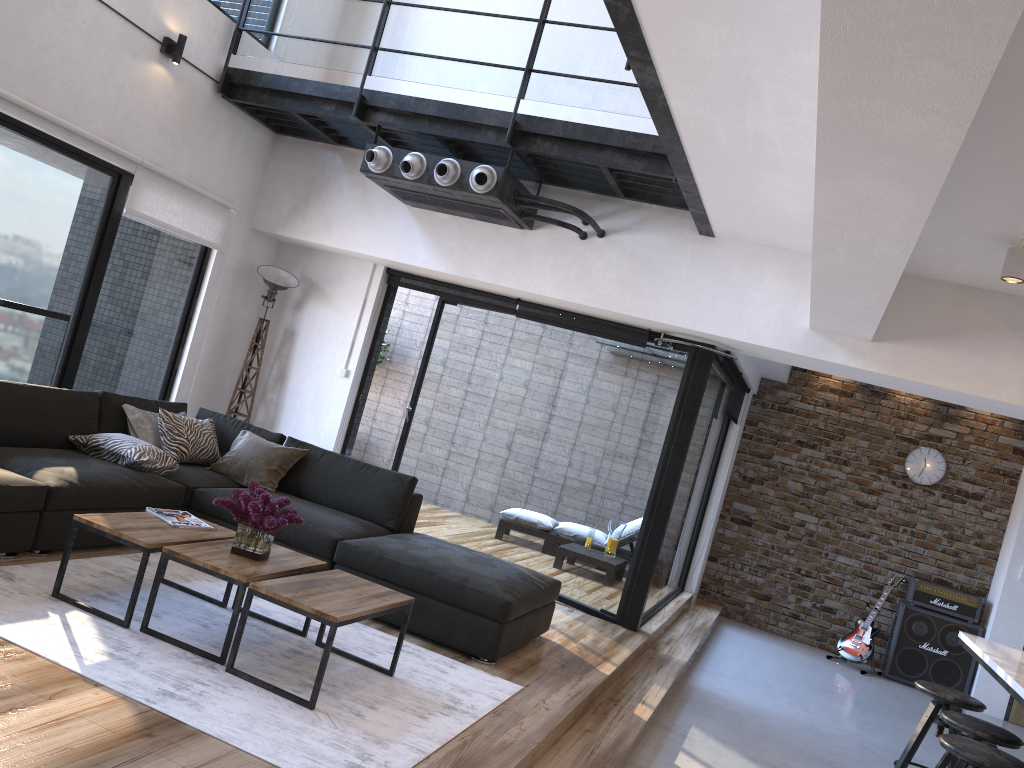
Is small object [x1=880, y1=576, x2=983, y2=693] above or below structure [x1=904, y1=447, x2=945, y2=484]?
below

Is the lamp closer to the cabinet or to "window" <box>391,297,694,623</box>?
"window" <box>391,297,694,623</box>

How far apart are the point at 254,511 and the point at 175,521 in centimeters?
56cm

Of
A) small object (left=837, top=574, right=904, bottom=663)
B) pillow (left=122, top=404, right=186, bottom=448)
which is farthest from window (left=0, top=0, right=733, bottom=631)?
small object (left=837, top=574, right=904, bottom=663)

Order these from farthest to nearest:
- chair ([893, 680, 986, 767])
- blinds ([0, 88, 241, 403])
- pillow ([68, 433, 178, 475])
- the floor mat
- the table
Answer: blinds ([0, 88, 241, 403]) < pillow ([68, 433, 178, 475]) < chair ([893, 680, 986, 767]) < the table < the floor mat

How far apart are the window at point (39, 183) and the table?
1.9 meters

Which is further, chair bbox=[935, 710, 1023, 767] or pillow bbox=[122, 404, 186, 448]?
pillow bbox=[122, 404, 186, 448]

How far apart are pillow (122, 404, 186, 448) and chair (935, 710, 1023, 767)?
4.50m

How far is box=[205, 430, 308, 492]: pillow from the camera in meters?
5.4 m

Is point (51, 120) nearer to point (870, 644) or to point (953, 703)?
point (953, 703)
